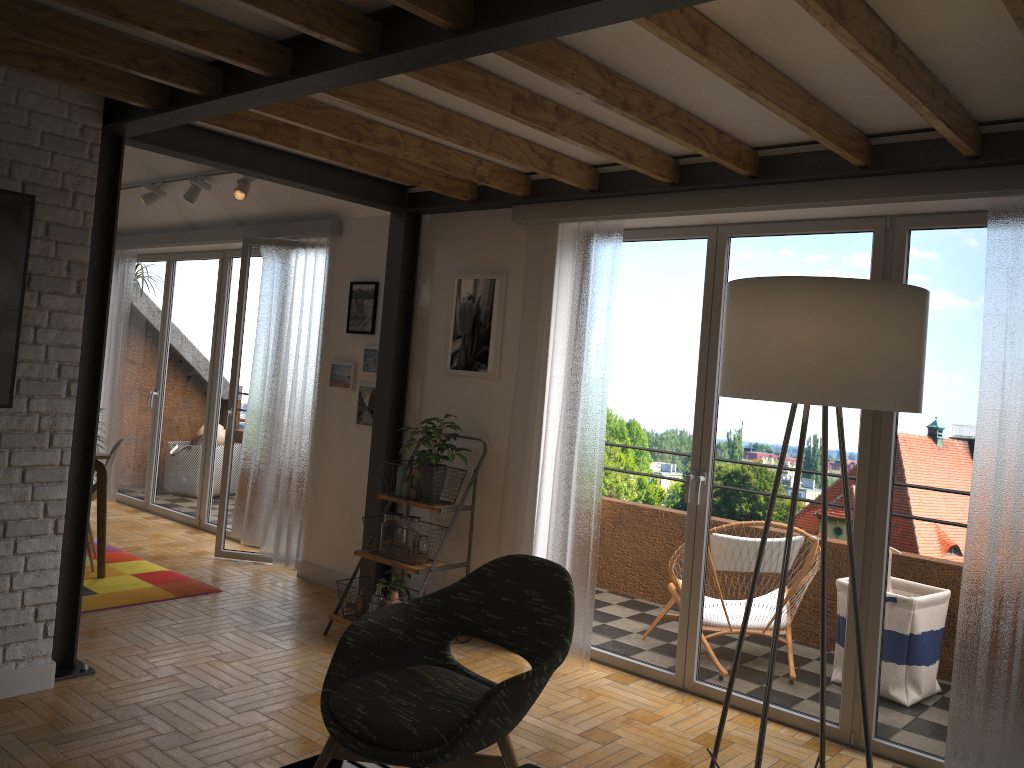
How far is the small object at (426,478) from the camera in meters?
4.7

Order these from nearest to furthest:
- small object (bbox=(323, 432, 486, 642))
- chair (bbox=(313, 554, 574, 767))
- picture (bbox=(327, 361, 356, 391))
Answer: chair (bbox=(313, 554, 574, 767))
small object (bbox=(323, 432, 486, 642))
picture (bbox=(327, 361, 356, 391))

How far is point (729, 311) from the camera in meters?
2.1

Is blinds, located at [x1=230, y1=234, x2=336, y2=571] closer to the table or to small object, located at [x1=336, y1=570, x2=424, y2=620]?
the table

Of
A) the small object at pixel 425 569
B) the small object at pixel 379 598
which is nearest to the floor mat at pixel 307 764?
the small object at pixel 379 598

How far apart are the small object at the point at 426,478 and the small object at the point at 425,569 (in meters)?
0.04

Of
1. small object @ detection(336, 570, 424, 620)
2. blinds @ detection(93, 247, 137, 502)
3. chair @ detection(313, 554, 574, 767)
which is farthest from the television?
blinds @ detection(93, 247, 137, 502)

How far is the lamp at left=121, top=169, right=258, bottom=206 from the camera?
5.8 meters

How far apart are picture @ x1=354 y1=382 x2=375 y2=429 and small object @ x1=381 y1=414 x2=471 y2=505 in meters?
0.6

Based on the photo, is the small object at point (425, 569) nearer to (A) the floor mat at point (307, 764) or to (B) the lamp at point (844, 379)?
(A) the floor mat at point (307, 764)
